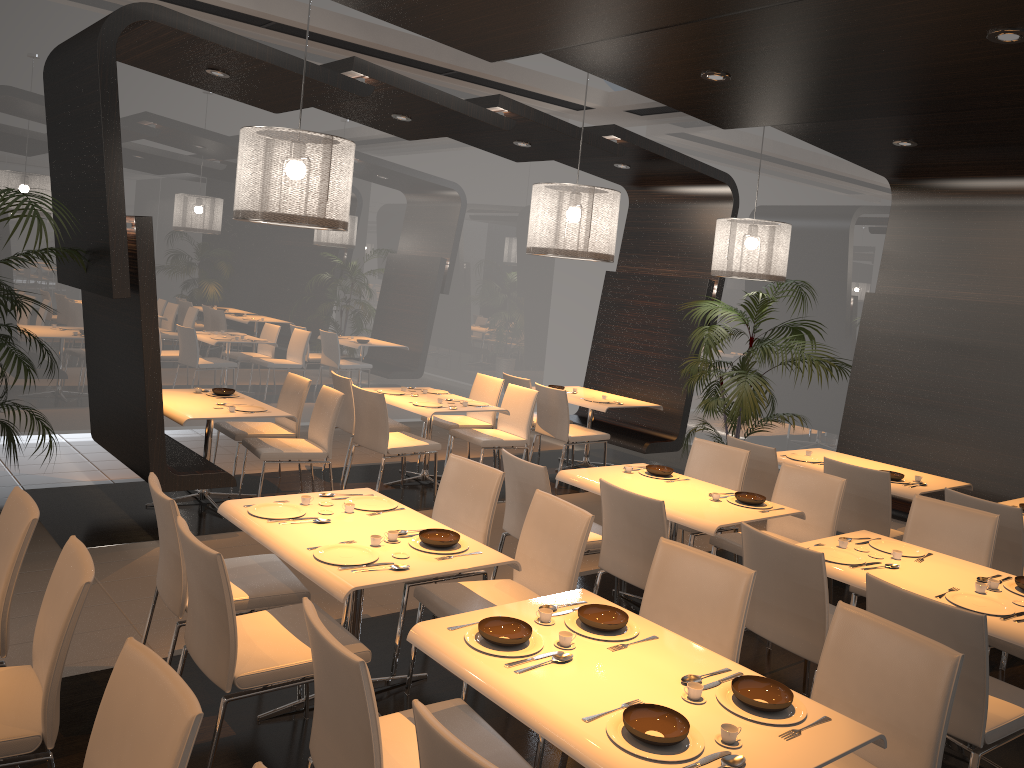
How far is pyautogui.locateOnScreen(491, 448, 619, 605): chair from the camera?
4.6 meters

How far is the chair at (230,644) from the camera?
2.90m

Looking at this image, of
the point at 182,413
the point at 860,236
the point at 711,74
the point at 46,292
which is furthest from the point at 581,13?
the point at 860,236

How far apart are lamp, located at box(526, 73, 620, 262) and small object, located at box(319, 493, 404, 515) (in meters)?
2.44

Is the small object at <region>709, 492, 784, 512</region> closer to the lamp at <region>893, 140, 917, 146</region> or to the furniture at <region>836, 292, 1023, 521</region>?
the furniture at <region>836, 292, 1023, 521</region>

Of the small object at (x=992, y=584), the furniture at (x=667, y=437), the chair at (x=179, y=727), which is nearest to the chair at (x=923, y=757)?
the small object at (x=992, y=584)

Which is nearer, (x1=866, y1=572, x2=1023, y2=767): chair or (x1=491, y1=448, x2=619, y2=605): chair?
(x1=866, y1=572, x2=1023, y2=767): chair

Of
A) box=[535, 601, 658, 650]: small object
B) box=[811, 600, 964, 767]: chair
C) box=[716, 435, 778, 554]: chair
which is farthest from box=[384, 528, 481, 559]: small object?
box=[716, 435, 778, 554]: chair

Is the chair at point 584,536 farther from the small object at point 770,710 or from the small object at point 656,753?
the small object at point 656,753

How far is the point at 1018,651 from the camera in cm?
384
